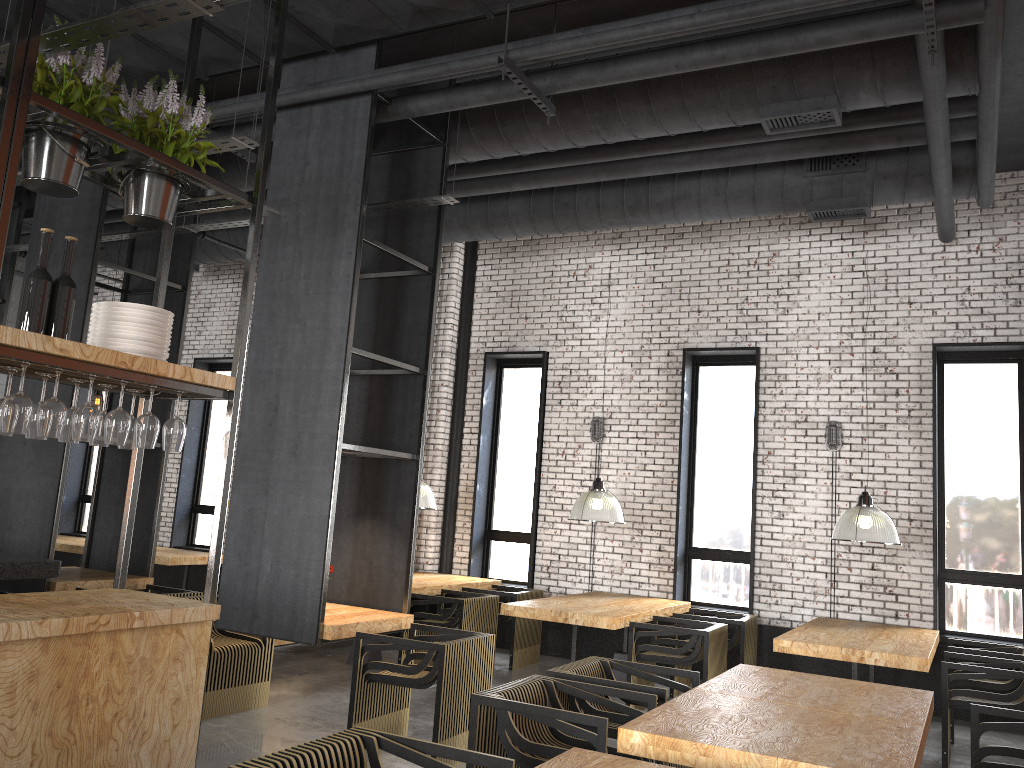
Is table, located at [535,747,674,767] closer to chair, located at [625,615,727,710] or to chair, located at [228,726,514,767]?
chair, located at [228,726,514,767]

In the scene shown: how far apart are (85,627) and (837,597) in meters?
7.1 m

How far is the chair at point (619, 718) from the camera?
4.49m

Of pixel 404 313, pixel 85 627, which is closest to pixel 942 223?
pixel 404 313

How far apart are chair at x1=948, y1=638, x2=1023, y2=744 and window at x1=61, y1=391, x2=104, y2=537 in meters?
11.9

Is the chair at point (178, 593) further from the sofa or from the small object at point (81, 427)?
the sofa

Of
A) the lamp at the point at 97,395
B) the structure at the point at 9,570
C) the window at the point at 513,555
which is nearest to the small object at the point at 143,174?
the structure at the point at 9,570

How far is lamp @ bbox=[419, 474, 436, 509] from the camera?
8.9m

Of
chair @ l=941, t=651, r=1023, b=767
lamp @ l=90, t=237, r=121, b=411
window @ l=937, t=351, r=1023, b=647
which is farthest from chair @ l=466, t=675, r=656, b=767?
lamp @ l=90, t=237, r=121, b=411

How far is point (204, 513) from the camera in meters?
12.6 m
